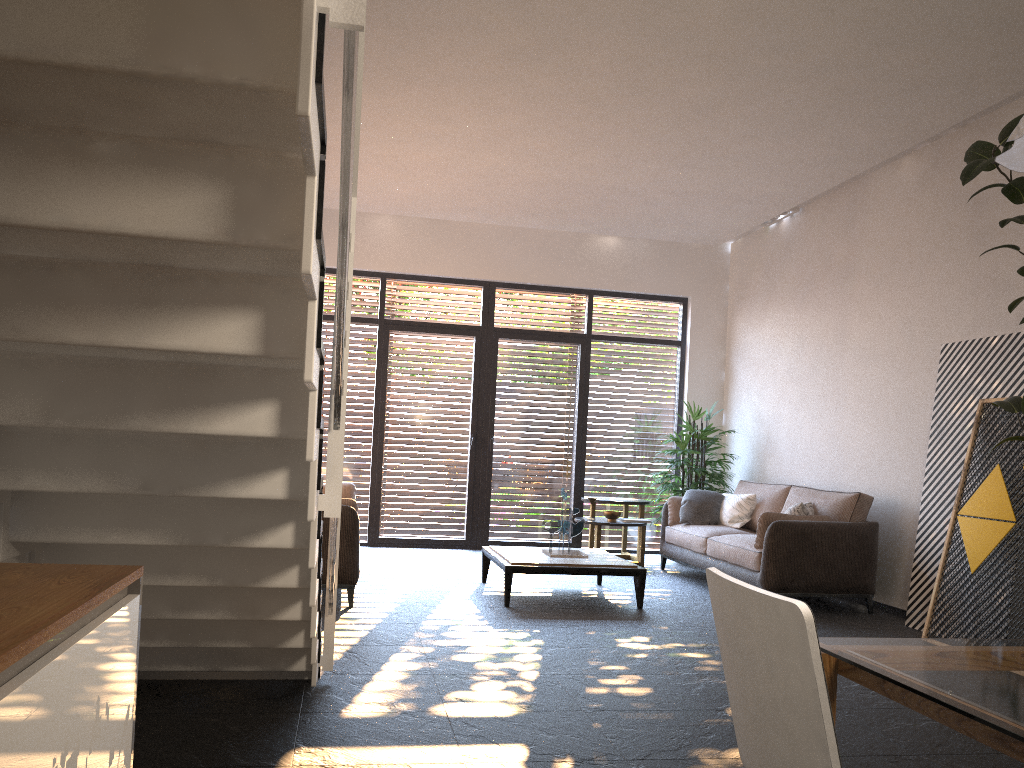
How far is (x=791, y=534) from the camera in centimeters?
645cm

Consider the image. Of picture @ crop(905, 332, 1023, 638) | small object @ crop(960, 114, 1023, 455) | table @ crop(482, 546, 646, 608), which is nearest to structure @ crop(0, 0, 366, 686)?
table @ crop(482, 546, 646, 608)

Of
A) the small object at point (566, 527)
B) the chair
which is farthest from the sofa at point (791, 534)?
the chair

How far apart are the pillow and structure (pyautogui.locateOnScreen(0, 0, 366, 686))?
4.0m

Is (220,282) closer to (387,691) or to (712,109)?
(387,691)

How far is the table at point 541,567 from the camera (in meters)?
6.24

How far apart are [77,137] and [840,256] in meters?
7.3

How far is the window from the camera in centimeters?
945cm

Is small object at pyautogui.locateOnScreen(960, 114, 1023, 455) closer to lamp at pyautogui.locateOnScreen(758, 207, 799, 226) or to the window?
lamp at pyautogui.locateOnScreen(758, 207, 799, 226)

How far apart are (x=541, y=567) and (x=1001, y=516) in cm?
293
